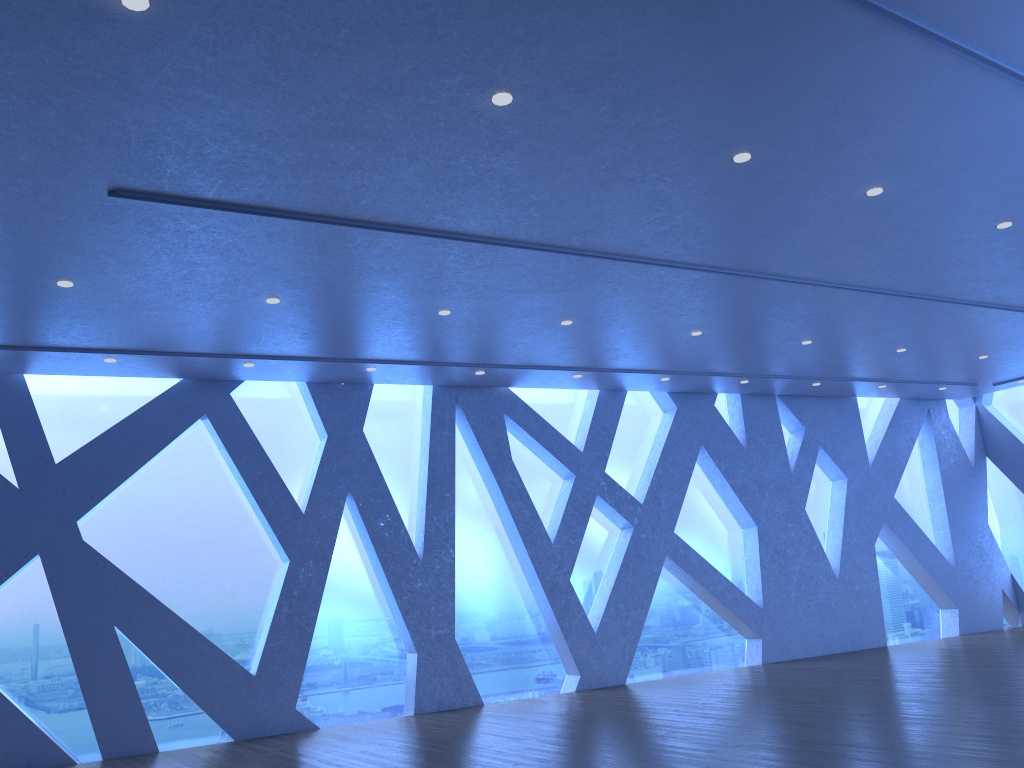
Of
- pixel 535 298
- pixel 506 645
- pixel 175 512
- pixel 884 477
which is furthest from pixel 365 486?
pixel 884 477
